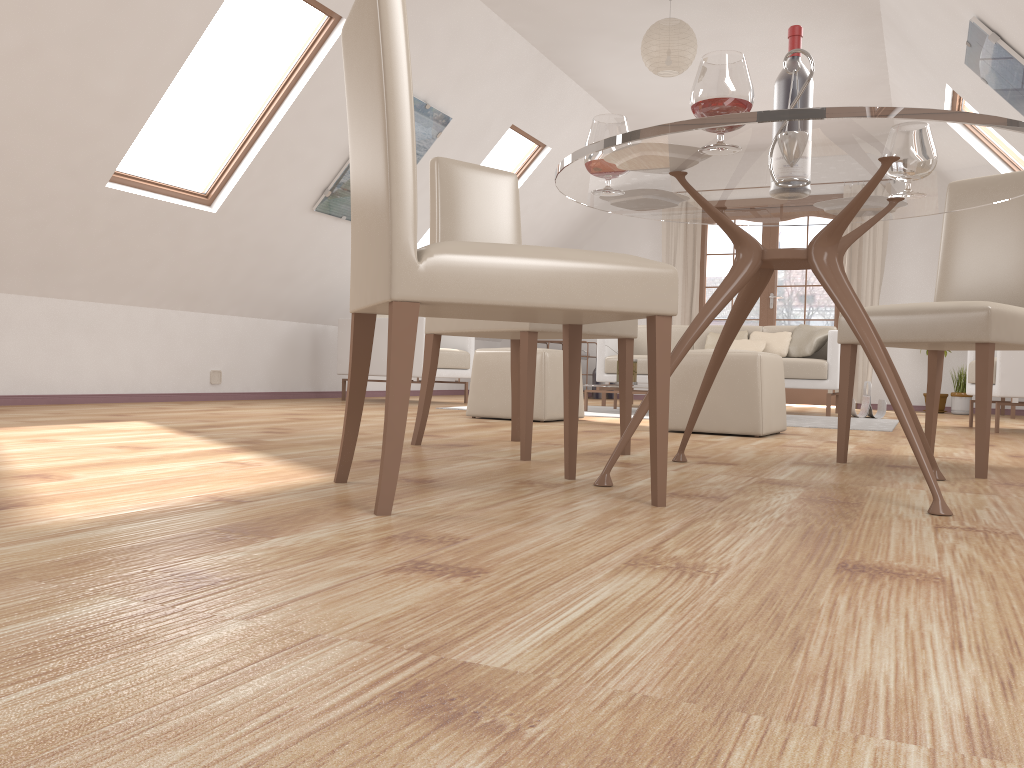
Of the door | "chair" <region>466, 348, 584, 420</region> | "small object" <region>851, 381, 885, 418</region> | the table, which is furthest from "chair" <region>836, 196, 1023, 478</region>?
the door

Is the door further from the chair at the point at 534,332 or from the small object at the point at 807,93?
the small object at the point at 807,93

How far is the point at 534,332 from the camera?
2.6 meters

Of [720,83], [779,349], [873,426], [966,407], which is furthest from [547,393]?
[966,407]

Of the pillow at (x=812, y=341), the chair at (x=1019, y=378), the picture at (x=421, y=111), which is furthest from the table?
the pillow at (x=812, y=341)

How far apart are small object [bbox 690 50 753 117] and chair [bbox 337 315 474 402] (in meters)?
4.70

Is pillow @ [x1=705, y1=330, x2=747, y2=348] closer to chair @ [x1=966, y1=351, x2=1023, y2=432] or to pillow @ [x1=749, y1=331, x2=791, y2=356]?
pillow @ [x1=749, y1=331, x2=791, y2=356]

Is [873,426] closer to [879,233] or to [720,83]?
[720,83]

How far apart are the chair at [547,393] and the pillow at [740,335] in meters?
2.9 m

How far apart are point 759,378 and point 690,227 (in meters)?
5.57
